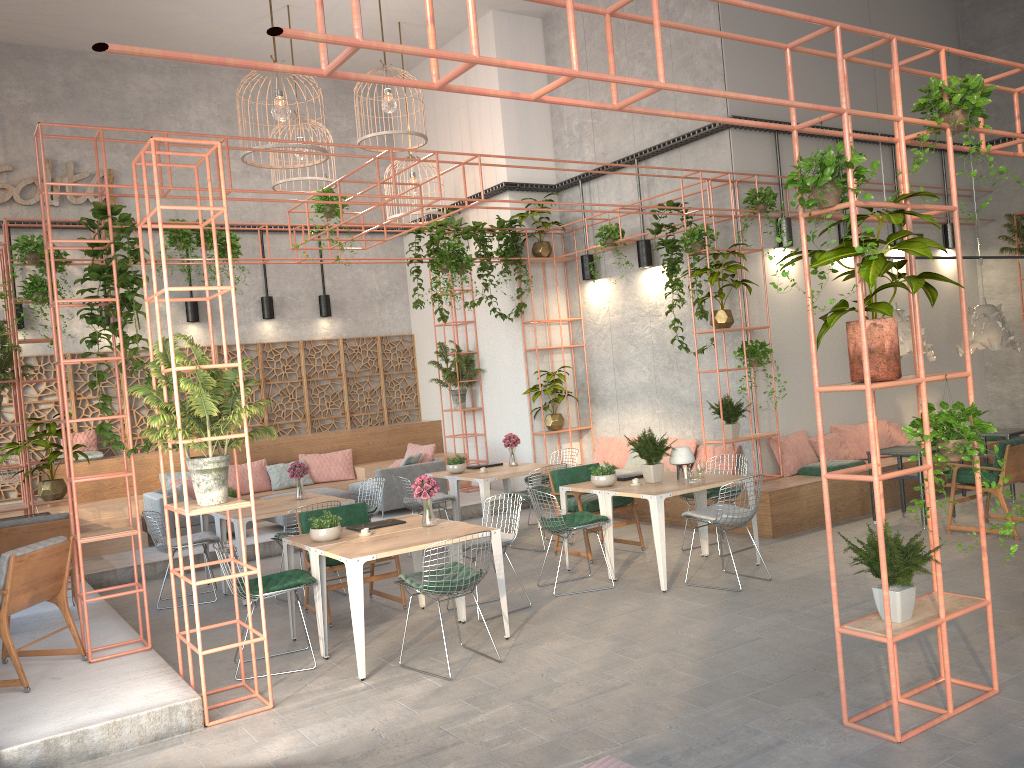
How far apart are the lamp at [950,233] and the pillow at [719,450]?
5.0m

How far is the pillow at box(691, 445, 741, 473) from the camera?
10.9 meters

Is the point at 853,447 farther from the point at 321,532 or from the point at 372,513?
the point at 321,532

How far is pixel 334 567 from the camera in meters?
7.5

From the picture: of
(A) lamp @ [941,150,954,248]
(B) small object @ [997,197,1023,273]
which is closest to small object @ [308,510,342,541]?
(A) lamp @ [941,150,954,248]

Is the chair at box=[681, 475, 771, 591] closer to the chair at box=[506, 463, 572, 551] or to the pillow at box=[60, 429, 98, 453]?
the chair at box=[506, 463, 572, 551]

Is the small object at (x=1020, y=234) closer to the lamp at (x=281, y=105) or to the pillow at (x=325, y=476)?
the lamp at (x=281, y=105)

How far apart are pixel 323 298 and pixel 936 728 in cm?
1202

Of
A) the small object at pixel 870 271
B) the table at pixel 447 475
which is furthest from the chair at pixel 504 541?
the small object at pixel 870 271

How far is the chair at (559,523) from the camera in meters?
7.8
